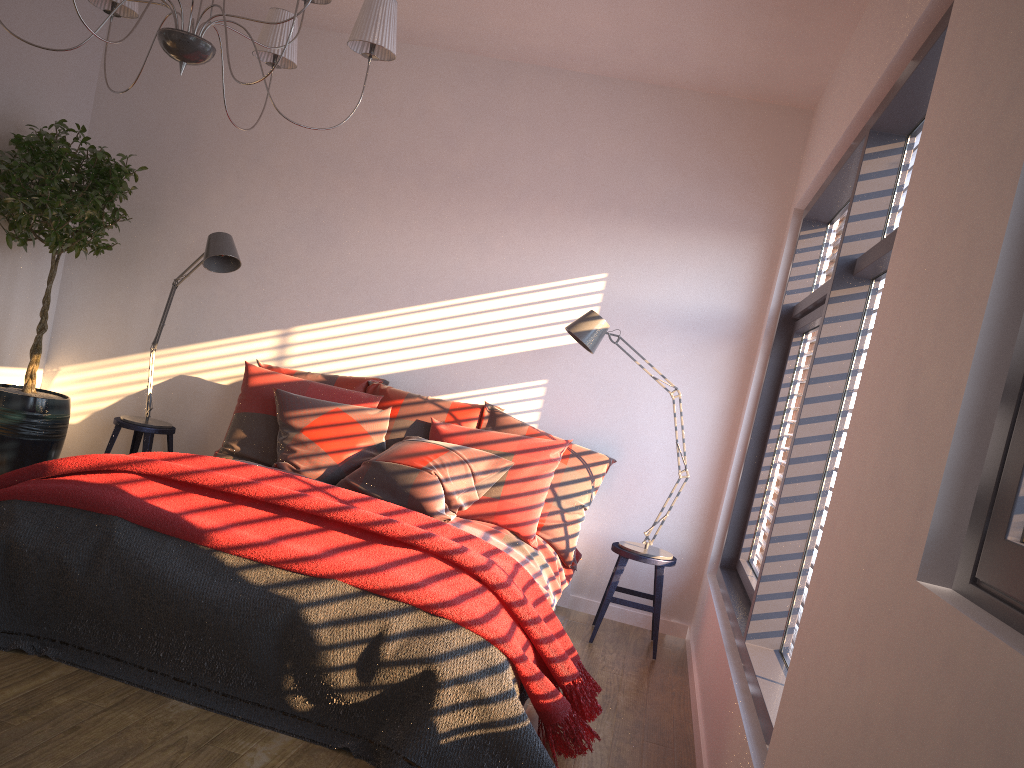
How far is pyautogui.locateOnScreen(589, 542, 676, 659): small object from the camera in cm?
430

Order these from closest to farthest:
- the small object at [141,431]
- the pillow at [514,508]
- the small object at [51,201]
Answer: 1. the pillow at [514,508]
2. the small object at [51,201]
3. the small object at [141,431]

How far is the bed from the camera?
3.8m

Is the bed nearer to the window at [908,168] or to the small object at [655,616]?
the small object at [655,616]

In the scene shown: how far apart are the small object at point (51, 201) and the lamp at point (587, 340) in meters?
2.5 m

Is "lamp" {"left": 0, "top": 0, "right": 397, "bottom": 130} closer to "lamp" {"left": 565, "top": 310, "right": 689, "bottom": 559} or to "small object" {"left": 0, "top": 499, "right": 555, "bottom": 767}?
"small object" {"left": 0, "top": 499, "right": 555, "bottom": 767}

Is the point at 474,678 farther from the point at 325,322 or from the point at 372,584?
the point at 325,322

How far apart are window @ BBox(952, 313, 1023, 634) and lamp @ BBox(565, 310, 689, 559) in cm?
309

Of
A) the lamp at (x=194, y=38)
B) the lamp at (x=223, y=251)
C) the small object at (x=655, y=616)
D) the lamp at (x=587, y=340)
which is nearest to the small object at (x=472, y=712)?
the small object at (x=655, y=616)

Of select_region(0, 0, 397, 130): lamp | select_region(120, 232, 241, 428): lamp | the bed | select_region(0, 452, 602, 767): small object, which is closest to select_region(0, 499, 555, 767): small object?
select_region(0, 452, 602, 767): small object
